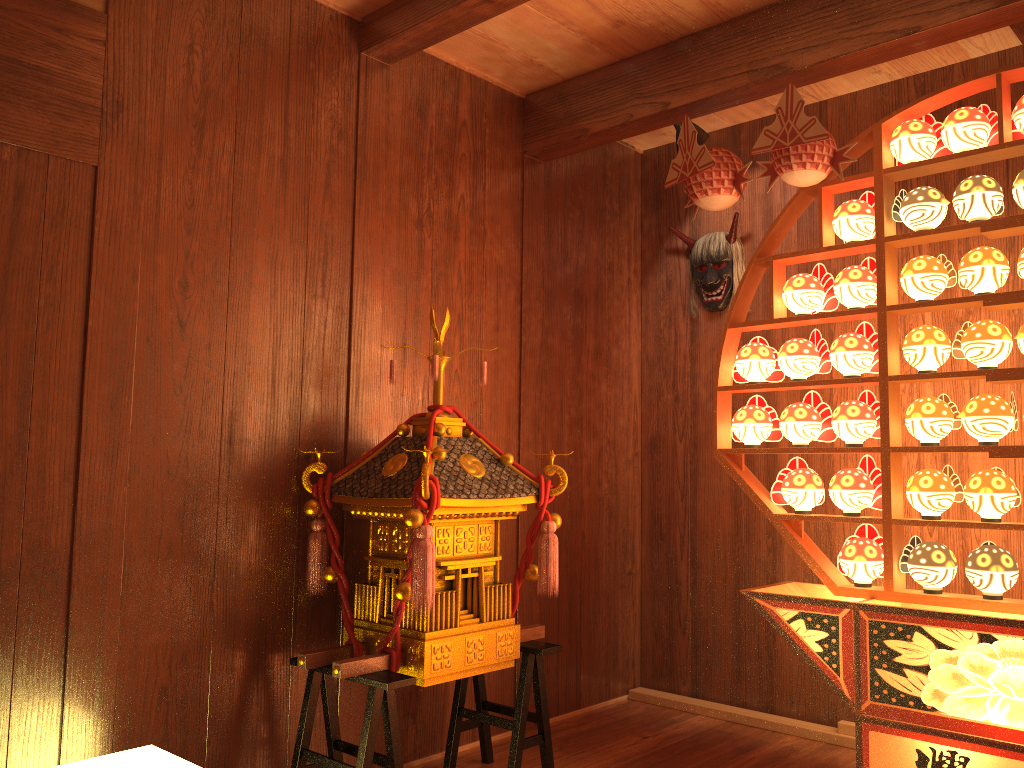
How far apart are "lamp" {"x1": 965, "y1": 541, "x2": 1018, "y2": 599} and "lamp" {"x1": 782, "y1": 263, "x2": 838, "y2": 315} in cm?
86

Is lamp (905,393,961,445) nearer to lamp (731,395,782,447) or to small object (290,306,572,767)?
lamp (731,395,782,447)

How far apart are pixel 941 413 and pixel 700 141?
1.4 meters

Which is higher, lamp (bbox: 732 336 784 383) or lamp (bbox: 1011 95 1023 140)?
lamp (bbox: 1011 95 1023 140)

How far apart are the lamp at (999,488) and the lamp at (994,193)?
0.7m

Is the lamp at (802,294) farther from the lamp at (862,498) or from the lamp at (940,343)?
the lamp at (862,498)

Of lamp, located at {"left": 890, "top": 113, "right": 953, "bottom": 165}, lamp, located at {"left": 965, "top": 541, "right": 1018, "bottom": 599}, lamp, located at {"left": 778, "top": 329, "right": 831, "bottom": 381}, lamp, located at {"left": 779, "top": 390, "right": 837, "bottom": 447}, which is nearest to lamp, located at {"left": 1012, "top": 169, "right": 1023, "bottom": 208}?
lamp, located at {"left": 890, "top": 113, "right": 953, "bottom": 165}

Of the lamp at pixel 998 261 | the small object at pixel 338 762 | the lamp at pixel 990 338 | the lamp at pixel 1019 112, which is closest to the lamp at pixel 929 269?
the lamp at pixel 998 261

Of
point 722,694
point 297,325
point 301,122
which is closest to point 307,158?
point 301,122

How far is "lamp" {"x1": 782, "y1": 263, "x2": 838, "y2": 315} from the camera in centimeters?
290cm
